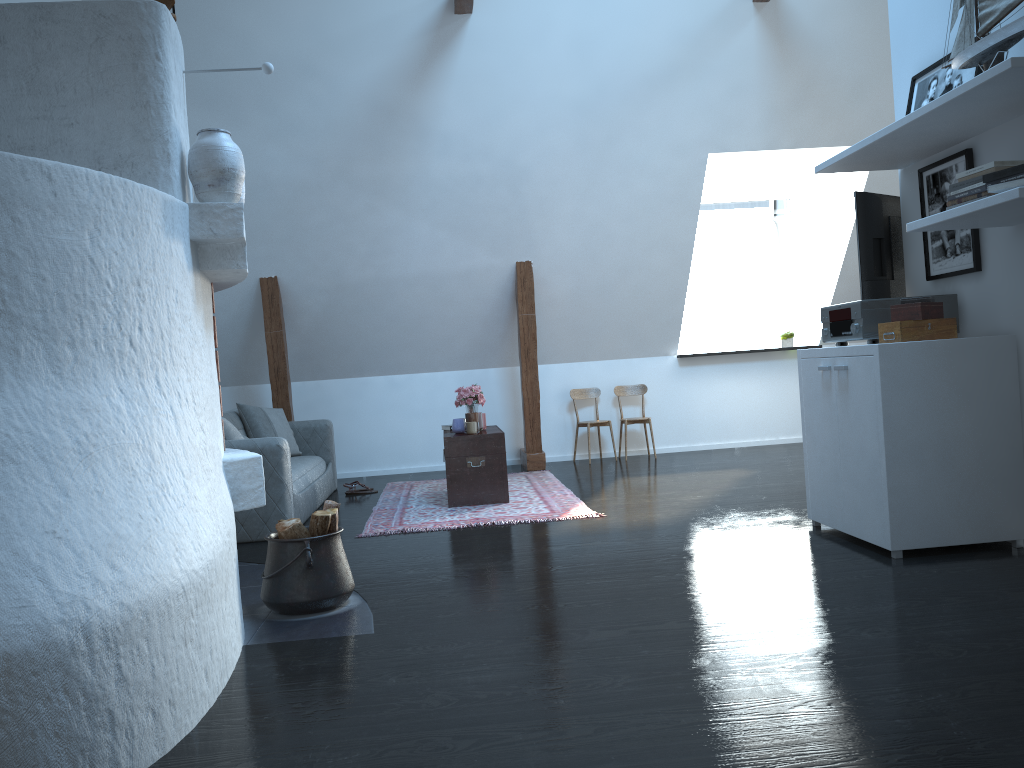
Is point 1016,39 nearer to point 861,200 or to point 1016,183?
point 1016,183

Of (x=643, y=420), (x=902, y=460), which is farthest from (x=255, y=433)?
(x=902, y=460)

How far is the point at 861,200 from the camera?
4.63m

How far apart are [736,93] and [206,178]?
4.99m

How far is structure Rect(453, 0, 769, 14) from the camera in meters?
6.2

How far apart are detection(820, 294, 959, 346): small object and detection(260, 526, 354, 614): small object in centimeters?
256cm

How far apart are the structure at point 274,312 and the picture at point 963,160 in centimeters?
390cm

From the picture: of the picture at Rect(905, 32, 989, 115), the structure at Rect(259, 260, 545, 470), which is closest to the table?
the structure at Rect(259, 260, 545, 470)

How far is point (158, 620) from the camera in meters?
2.3 m

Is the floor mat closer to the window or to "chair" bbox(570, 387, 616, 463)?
"chair" bbox(570, 387, 616, 463)
